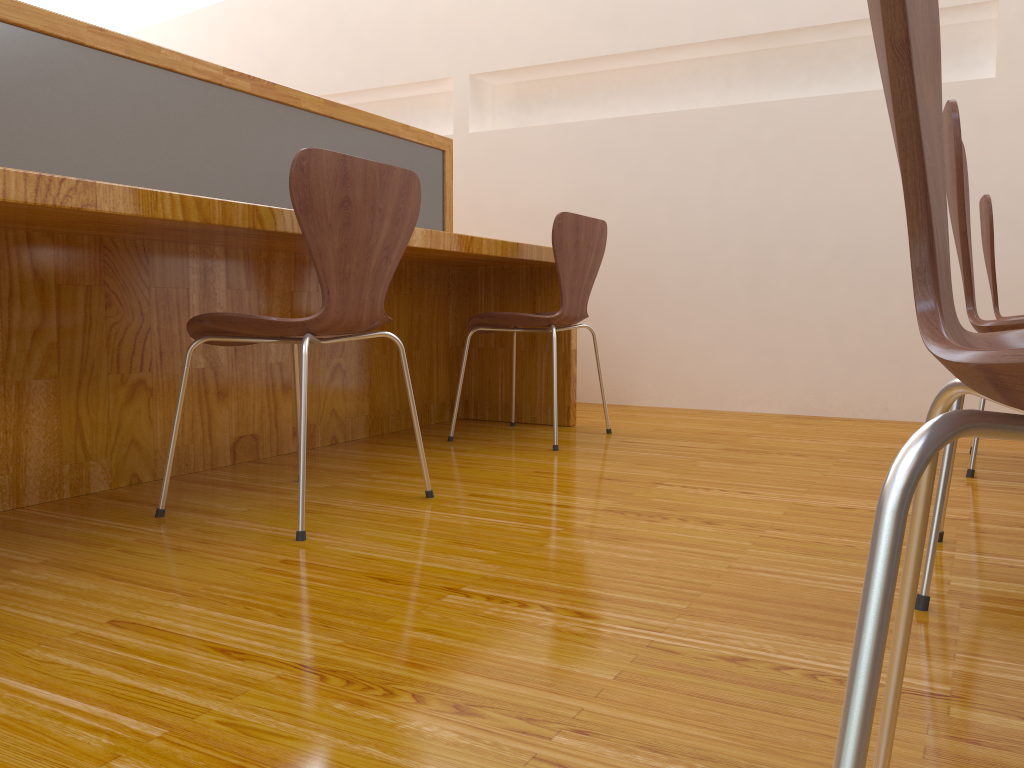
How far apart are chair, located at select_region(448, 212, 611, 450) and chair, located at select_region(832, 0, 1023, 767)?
1.91m

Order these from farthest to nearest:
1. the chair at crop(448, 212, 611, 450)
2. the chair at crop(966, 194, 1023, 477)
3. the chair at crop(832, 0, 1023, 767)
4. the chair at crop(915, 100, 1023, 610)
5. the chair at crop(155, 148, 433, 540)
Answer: the chair at crop(448, 212, 611, 450) → the chair at crop(966, 194, 1023, 477) → the chair at crop(155, 148, 433, 540) → the chair at crop(915, 100, 1023, 610) → the chair at crop(832, 0, 1023, 767)

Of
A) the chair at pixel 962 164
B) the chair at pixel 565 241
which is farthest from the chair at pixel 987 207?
the chair at pixel 565 241

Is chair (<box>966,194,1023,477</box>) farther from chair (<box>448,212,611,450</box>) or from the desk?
the desk

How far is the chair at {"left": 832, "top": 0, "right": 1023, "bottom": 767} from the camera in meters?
0.4 m

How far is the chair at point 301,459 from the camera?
1.6m

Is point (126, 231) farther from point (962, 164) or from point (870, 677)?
point (870, 677)

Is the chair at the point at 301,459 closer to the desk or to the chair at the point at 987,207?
the desk

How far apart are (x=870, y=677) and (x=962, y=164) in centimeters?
101cm

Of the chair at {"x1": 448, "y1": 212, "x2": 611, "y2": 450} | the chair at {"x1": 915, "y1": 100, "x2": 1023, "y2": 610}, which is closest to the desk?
the chair at {"x1": 448, "y1": 212, "x2": 611, "y2": 450}
